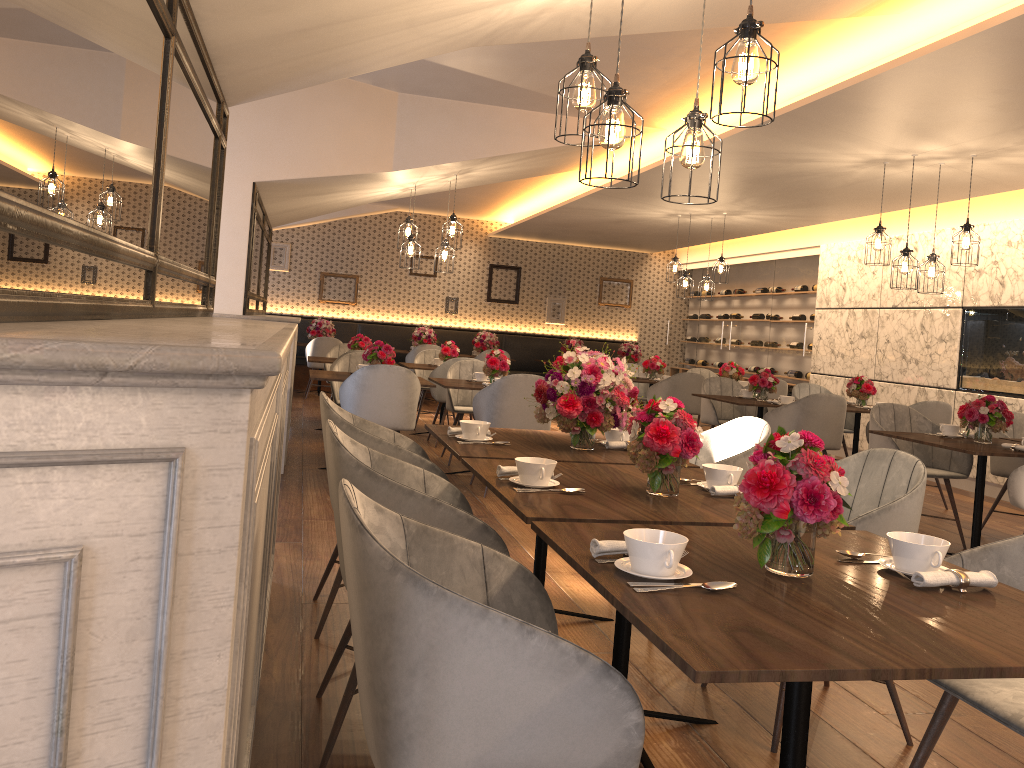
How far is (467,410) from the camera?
7.4m

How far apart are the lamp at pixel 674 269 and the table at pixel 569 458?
6.73m

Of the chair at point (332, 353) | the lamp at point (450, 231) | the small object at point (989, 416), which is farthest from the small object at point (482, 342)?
the small object at point (989, 416)

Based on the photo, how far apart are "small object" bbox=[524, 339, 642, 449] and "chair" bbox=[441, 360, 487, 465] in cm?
381

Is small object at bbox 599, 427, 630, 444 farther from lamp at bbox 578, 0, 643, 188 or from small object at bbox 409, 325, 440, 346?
small object at bbox 409, 325, 440, 346

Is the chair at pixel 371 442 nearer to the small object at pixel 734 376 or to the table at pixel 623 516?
the table at pixel 623 516

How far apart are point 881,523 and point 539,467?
1.0 meters

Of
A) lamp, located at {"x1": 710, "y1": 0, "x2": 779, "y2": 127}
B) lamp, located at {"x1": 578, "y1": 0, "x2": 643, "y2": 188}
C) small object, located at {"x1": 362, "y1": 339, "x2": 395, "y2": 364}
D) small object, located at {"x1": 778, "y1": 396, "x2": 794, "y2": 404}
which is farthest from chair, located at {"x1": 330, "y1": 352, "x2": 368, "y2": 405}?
lamp, located at {"x1": 710, "y1": 0, "x2": 779, "y2": 127}

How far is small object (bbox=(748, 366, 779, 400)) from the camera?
7.6 meters

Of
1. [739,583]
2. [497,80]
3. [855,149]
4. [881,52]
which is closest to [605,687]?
[739,583]
